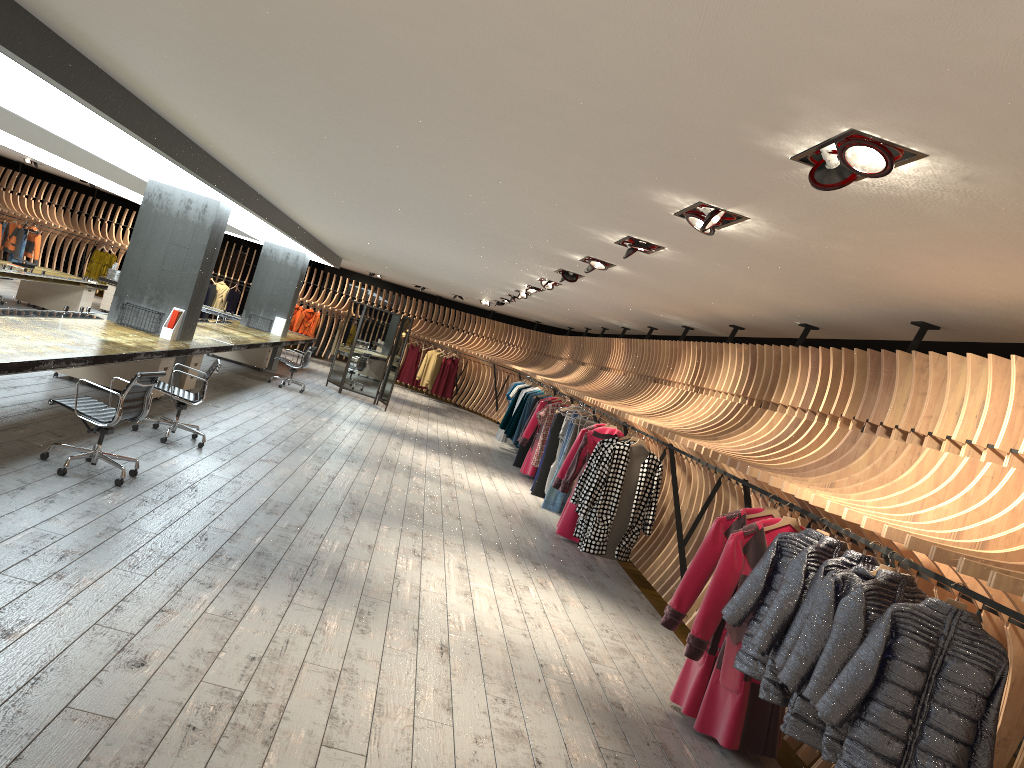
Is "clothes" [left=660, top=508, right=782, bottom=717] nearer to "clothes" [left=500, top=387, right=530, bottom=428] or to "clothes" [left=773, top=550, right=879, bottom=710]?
"clothes" [left=773, top=550, right=879, bottom=710]

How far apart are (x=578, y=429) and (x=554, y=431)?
1.2 meters

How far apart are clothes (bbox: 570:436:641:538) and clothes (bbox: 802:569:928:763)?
5.3 meters

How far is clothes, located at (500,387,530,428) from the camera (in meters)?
16.95

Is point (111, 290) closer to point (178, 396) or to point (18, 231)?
point (18, 231)

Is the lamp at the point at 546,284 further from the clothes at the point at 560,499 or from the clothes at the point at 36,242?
the clothes at the point at 36,242

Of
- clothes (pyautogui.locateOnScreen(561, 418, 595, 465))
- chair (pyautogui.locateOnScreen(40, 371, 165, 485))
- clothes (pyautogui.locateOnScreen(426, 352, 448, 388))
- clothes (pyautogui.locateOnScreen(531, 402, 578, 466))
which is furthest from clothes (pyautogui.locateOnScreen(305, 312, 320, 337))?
chair (pyautogui.locateOnScreen(40, 371, 165, 485))

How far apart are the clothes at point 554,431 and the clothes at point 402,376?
12.6 meters

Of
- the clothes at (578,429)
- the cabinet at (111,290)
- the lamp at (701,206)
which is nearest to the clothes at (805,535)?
the lamp at (701,206)

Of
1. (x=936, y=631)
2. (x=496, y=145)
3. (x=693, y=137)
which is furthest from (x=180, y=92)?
(x=936, y=631)
